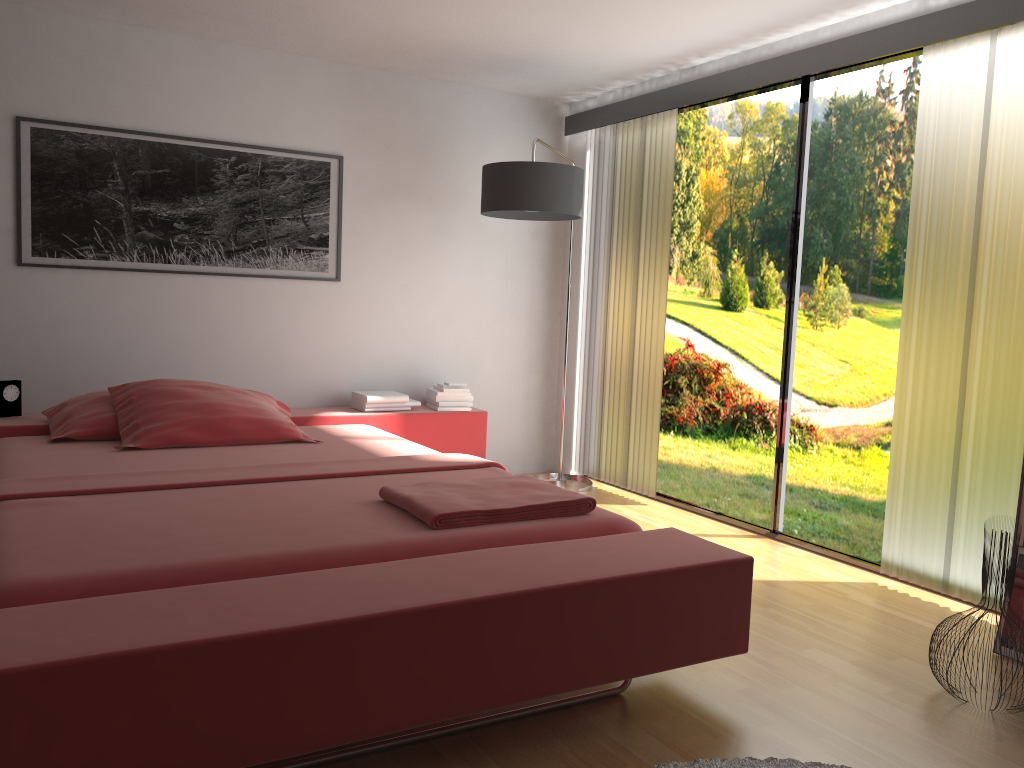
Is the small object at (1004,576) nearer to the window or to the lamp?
the window

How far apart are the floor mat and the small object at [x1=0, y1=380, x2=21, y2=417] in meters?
3.2

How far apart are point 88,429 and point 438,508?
1.9 meters

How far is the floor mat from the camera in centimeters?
201cm

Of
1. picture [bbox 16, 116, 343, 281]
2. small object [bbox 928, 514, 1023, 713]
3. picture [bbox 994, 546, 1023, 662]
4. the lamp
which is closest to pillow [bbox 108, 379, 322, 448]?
picture [bbox 16, 116, 343, 281]

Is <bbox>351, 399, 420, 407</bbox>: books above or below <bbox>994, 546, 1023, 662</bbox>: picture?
above

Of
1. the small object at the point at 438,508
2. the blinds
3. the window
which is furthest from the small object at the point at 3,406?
the window

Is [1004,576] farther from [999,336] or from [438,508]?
[438,508]

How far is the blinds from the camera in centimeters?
305cm

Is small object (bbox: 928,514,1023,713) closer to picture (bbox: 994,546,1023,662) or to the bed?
picture (bbox: 994,546,1023,662)
